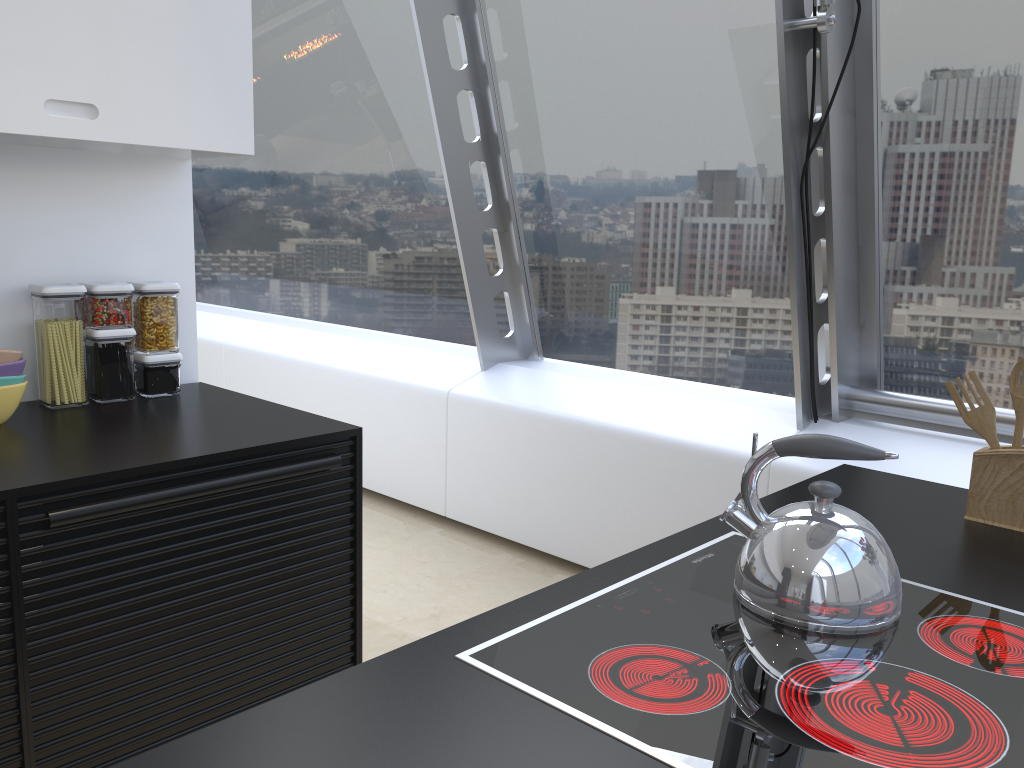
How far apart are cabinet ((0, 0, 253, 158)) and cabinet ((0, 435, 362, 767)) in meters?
0.8 m

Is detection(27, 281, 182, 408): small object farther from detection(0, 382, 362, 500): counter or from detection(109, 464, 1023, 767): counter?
detection(109, 464, 1023, 767): counter

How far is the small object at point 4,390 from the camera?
2.05m

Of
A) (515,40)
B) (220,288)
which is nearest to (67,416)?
(515,40)

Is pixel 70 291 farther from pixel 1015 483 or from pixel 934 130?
pixel 934 130

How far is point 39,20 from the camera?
2.0m

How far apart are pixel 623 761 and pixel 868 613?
0.5 meters

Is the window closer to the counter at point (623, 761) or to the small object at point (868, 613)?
the counter at point (623, 761)

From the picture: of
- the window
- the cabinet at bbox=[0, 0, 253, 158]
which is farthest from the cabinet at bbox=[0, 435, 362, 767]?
the window

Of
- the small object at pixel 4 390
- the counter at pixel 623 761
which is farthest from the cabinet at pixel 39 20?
the counter at pixel 623 761
